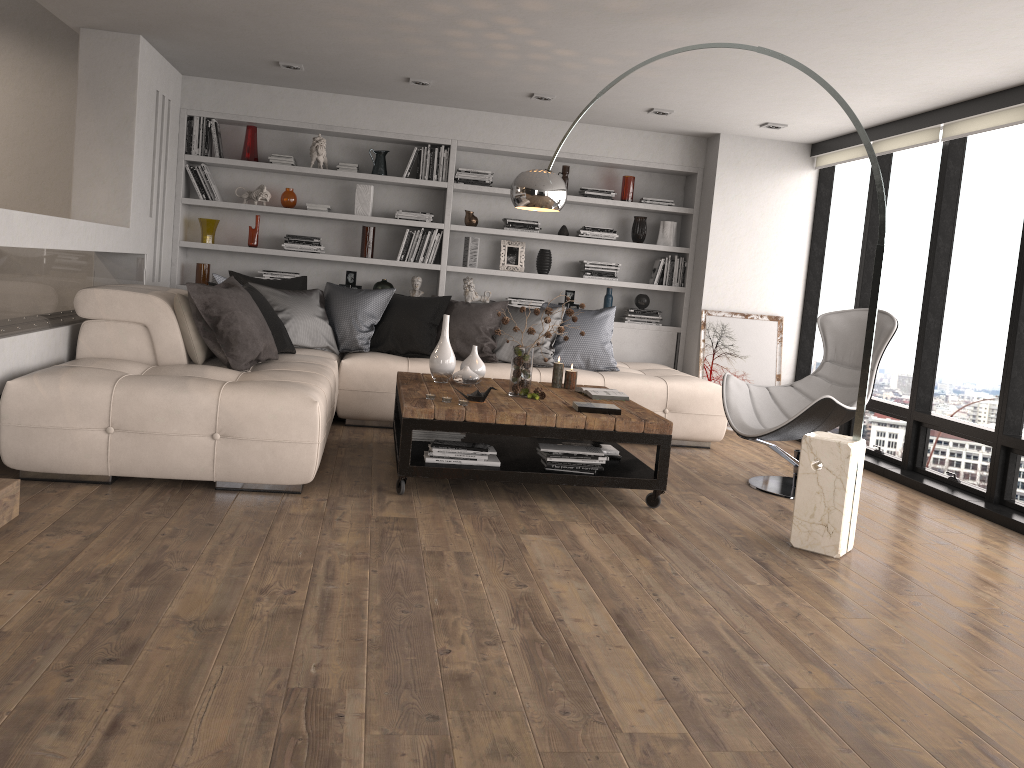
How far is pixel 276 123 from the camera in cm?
700

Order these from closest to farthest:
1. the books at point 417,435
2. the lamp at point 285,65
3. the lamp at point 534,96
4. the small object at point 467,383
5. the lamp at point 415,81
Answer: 1. the books at point 417,435
2. the small object at point 467,383
3. the lamp at point 285,65
4. the lamp at point 415,81
5. the lamp at point 534,96

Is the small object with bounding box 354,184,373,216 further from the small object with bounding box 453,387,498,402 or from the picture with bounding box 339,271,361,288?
the small object with bounding box 453,387,498,402

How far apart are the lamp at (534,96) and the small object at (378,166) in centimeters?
150cm

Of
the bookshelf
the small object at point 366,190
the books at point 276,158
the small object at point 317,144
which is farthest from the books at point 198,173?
the small object at point 366,190

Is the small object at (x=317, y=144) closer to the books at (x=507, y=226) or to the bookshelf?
the bookshelf

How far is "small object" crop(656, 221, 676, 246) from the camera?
7.6m

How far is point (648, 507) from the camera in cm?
455

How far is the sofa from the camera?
3.9m

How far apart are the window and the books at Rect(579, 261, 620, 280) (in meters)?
1.63
